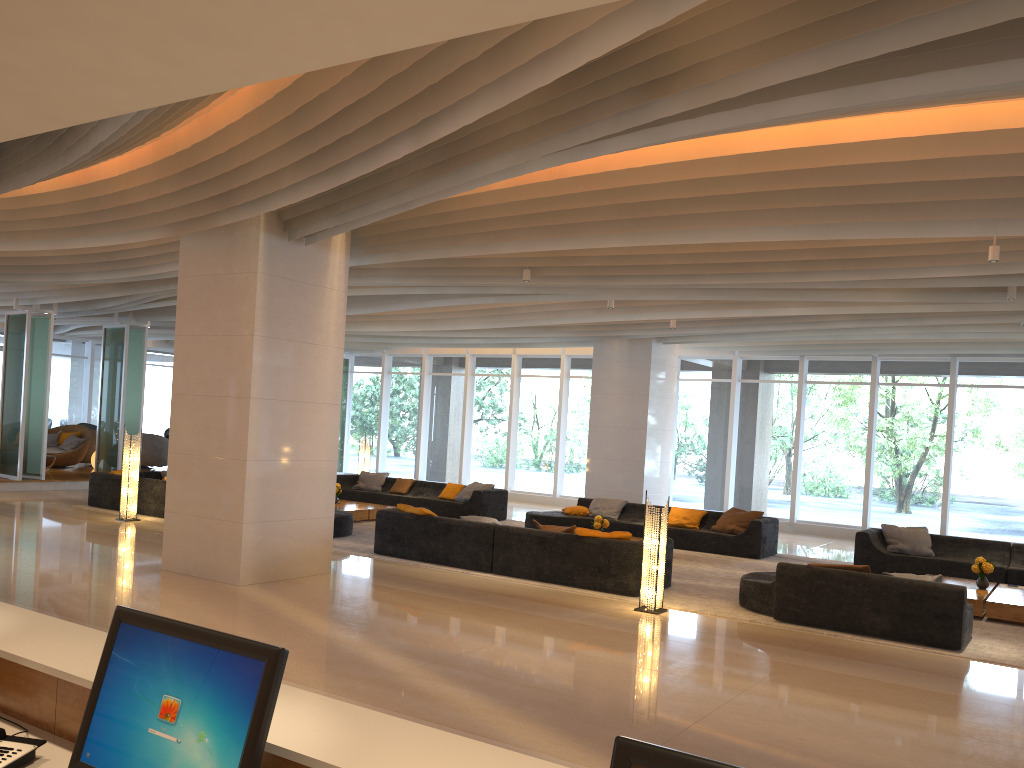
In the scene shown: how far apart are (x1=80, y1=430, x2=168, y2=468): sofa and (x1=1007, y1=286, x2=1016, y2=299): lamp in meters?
18.6

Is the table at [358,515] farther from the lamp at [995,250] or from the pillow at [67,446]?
the lamp at [995,250]

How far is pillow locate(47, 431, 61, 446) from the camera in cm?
2046

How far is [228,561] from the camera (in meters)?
8.90

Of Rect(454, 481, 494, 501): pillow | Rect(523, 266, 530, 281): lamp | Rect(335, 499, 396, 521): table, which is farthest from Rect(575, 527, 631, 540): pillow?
Rect(454, 481, 494, 501): pillow

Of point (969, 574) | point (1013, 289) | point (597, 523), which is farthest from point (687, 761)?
point (969, 574)

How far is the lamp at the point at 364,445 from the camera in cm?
1887

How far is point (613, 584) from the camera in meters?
9.5 m

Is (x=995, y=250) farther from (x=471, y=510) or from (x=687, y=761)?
(x=471, y=510)

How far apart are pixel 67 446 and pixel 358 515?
9.7m
